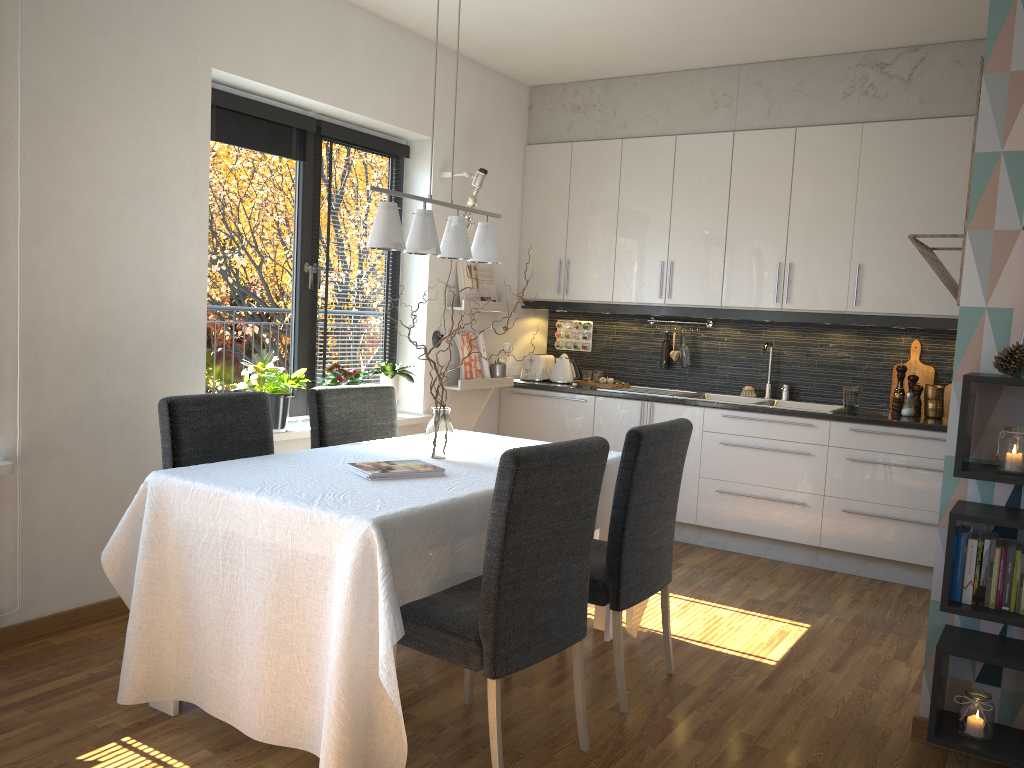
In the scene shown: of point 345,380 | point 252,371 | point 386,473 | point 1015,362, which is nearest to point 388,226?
point 386,473

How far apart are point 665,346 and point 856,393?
1.3 meters

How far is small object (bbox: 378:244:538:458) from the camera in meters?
3.2

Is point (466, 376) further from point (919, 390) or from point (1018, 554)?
point (1018, 554)

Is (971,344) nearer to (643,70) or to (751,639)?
(751,639)

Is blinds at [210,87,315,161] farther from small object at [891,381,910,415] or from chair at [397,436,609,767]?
small object at [891,381,910,415]

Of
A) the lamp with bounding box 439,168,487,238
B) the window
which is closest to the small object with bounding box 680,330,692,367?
the lamp with bounding box 439,168,487,238

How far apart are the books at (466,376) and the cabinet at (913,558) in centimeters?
32cm

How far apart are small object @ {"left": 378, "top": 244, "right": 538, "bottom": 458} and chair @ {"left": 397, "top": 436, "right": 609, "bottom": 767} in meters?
0.6 m

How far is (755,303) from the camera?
5.09m
